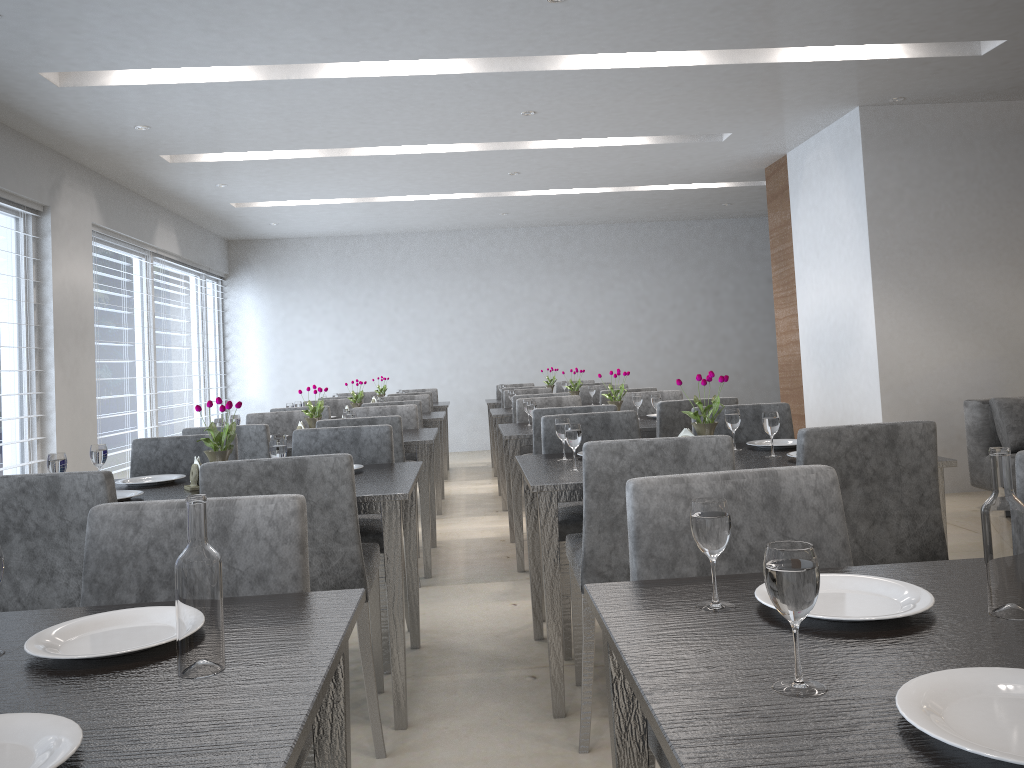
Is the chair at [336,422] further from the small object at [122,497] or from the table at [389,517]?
the small object at [122,497]

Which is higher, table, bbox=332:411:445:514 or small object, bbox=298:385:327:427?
small object, bbox=298:385:327:427

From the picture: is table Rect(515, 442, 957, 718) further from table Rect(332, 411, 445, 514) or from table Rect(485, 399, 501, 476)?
table Rect(485, 399, 501, 476)

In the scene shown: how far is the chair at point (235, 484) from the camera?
2.2 meters

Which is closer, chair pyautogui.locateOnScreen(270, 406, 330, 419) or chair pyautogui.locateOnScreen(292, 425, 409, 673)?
chair pyautogui.locateOnScreen(292, 425, 409, 673)

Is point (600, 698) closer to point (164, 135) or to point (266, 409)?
point (164, 135)

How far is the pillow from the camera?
4.8 meters

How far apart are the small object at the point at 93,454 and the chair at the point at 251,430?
0.9 meters

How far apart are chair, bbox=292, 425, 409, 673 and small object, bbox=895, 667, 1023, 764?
2.2m

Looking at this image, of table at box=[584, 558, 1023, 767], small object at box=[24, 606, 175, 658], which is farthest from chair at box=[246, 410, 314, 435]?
table at box=[584, 558, 1023, 767]
